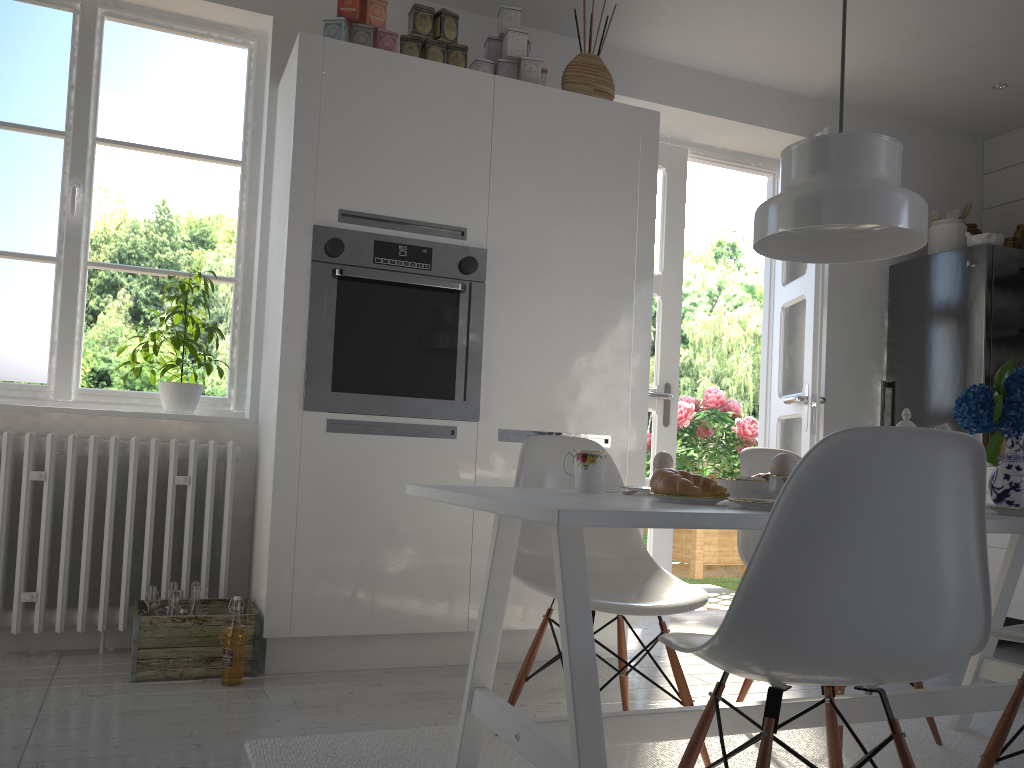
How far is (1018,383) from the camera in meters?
2.1

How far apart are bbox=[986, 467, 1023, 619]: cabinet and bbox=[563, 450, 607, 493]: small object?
2.7 meters

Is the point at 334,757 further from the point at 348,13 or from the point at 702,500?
the point at 348,13

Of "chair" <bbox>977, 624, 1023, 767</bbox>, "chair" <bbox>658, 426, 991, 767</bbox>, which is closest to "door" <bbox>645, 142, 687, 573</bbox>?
"chair" <bbox>977, 624, 1023, 767</bbox>

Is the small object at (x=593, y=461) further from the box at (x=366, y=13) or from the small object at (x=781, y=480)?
the box at (x=366, y=13)

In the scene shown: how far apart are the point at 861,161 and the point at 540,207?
1.5 meters

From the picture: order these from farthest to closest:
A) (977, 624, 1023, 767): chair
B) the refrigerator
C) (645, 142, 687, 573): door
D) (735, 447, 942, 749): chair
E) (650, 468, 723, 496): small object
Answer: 1. (645, 142, 687, 573): door
2. the refrigerator
3. (735, 447, 942, 749): chair
4. (977, 624, 1023, 767): chair
5. (650, 468, 723, 496): small object

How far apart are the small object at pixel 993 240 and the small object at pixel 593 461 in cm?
308

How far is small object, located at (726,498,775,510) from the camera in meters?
1.5

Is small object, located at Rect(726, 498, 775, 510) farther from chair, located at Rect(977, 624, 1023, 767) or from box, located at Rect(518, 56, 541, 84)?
box, located at Rect(518, 56, 541, 84)
